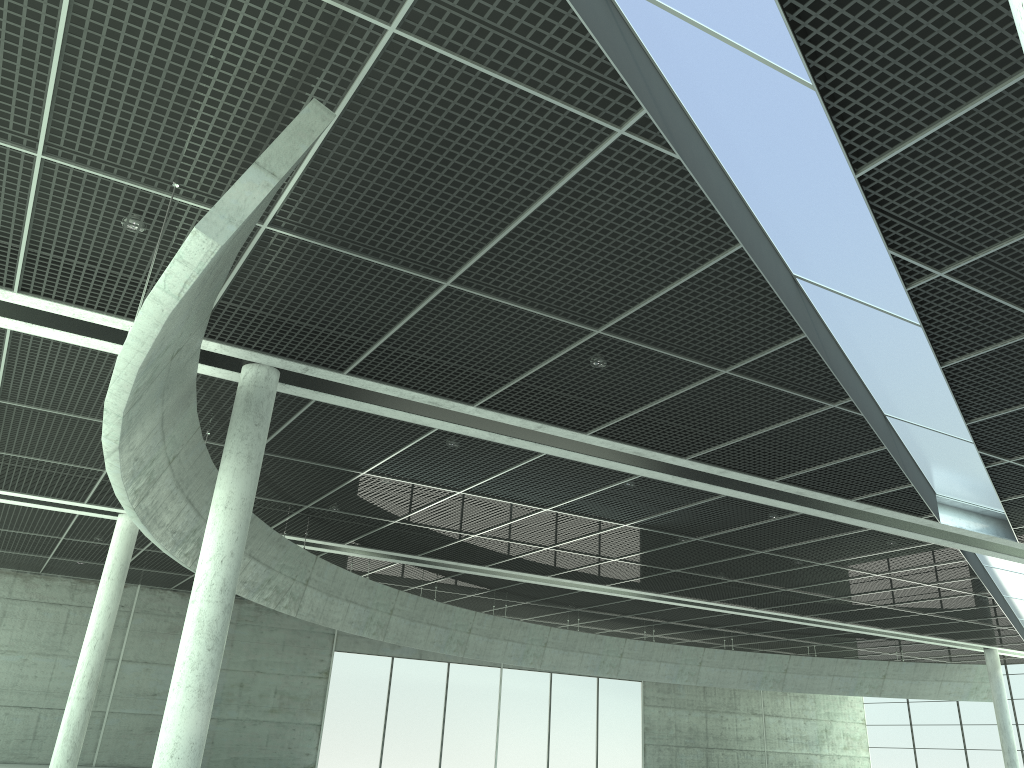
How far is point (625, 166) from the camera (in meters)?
20.48
